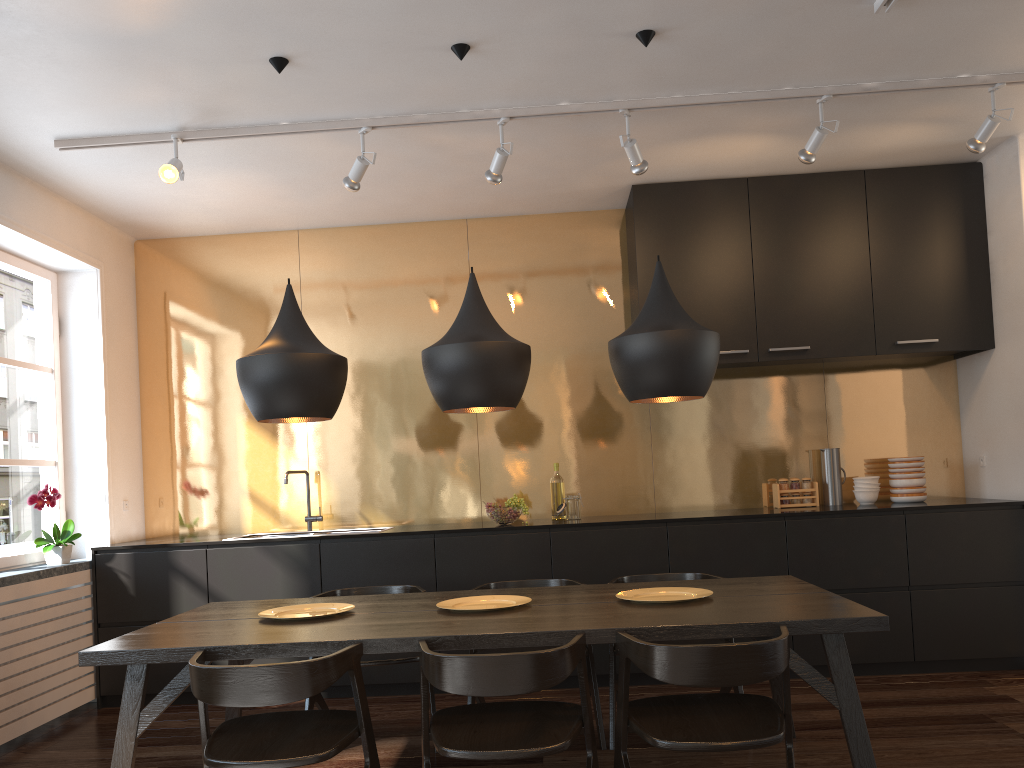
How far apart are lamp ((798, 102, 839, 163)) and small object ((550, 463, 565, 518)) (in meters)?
2.27

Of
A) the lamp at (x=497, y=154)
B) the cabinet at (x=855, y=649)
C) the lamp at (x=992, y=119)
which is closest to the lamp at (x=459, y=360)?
the lamp at (x=497, y=154)

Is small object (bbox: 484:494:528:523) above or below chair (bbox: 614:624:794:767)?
above

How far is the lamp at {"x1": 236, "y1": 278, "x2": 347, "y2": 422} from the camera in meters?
3.2

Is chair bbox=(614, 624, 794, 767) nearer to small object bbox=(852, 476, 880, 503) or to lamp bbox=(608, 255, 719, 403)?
lamp bbox=(608, 255, 719, 403)

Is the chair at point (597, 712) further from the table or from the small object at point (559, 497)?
the small object at point (559, 497)

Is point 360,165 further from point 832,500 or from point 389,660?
point 832,500

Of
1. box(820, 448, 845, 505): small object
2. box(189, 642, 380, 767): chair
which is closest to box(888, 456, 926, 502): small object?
box(820, 448, 845, 505): small object

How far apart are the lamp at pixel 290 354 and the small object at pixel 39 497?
1.8m

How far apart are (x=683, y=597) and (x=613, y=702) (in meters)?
0.73
